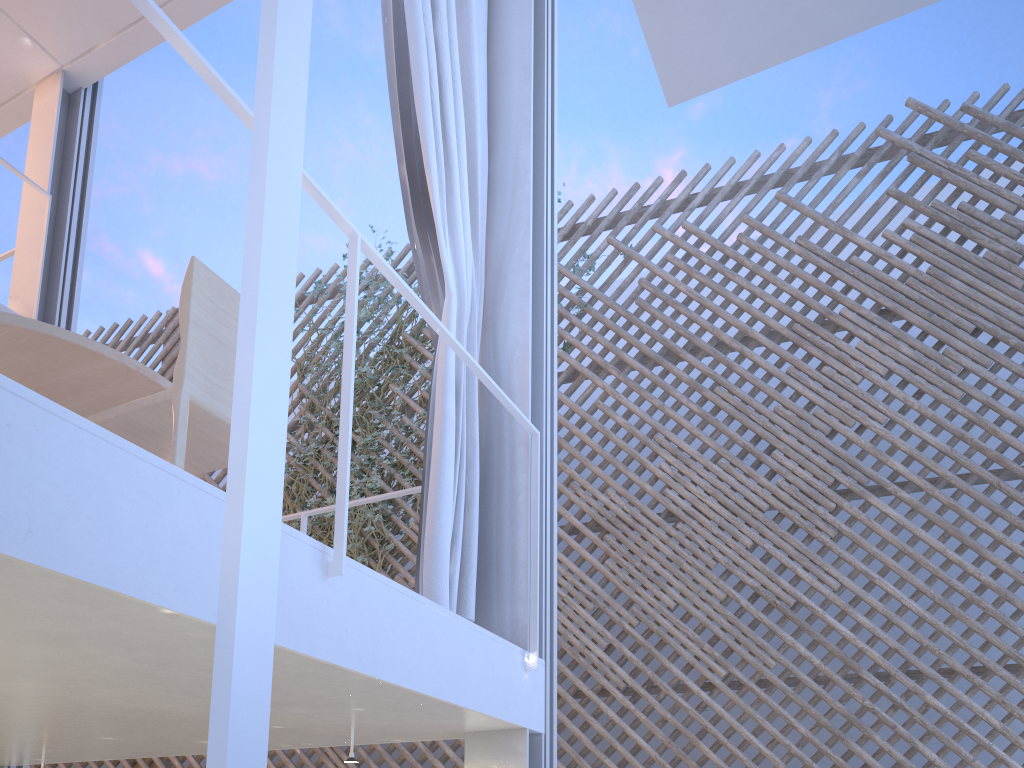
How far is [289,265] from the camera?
0.3m

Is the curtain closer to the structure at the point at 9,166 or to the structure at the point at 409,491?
the structure at the point at 409,491

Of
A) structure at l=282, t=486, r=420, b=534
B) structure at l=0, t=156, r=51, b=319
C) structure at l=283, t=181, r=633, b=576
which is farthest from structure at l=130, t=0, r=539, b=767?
structure at l=0, t=156, r=51, b=319

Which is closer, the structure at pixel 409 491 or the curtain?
the curtain

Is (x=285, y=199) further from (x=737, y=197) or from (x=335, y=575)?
(x=737, y=197)

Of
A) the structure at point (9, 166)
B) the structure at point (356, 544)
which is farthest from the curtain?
the structure at point (356, 544)

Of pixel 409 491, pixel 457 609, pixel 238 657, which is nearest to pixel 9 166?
pixel 409 491

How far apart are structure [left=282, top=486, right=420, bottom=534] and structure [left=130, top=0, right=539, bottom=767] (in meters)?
0.40

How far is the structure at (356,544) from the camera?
4.1 meters

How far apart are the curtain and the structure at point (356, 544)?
2.0 meters
